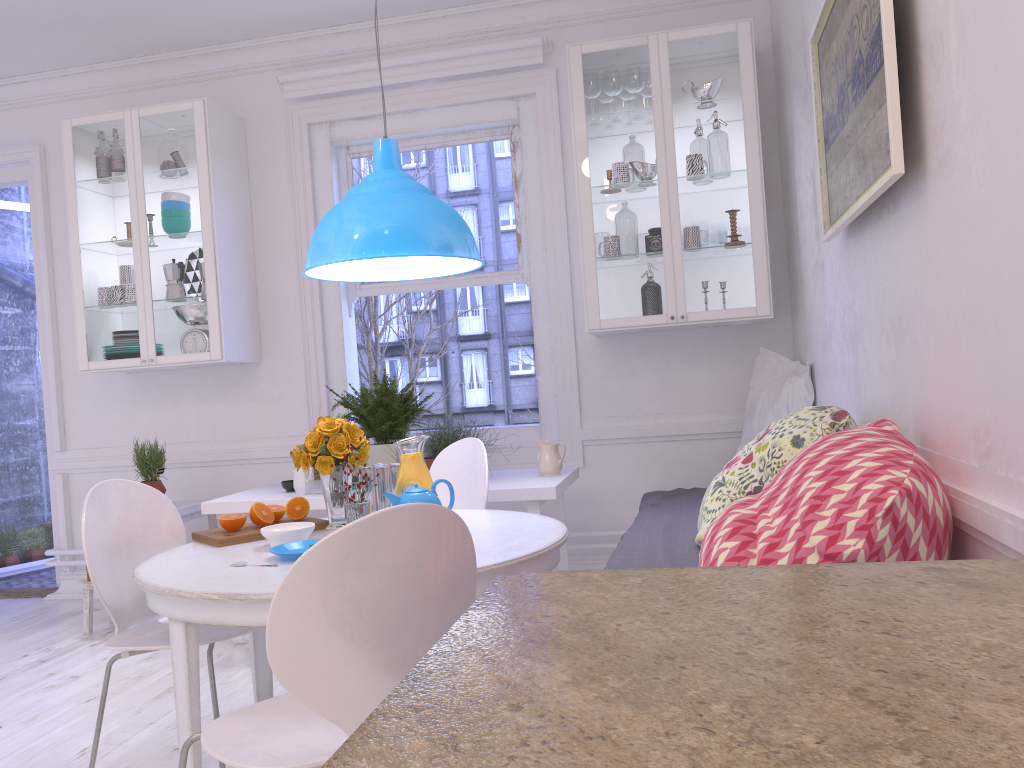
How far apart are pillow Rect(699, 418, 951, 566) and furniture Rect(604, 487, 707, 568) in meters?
0.6

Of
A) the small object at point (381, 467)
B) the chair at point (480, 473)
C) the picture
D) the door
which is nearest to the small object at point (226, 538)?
the small object at point (381, 467)

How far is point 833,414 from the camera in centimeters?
223cm

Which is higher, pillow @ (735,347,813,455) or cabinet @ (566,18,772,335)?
cabinet @ (566,18,772,335)

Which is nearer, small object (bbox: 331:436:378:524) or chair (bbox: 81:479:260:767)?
chair (bbox: 81:479:260:767)

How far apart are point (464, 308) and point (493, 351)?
0.5m

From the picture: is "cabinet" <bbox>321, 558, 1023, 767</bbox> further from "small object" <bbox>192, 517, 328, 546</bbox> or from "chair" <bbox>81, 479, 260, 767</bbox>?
"small object" <bbox>192, 517, 328, 546</bbox>

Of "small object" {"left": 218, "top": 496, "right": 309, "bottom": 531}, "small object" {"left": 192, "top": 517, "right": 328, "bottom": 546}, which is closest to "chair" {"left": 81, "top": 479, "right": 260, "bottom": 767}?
"small object" {"left": 192, "top": 517, "right": 328, "bottom": 546}

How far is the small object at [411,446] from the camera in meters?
2.6

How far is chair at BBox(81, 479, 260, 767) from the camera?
2.3 meters
